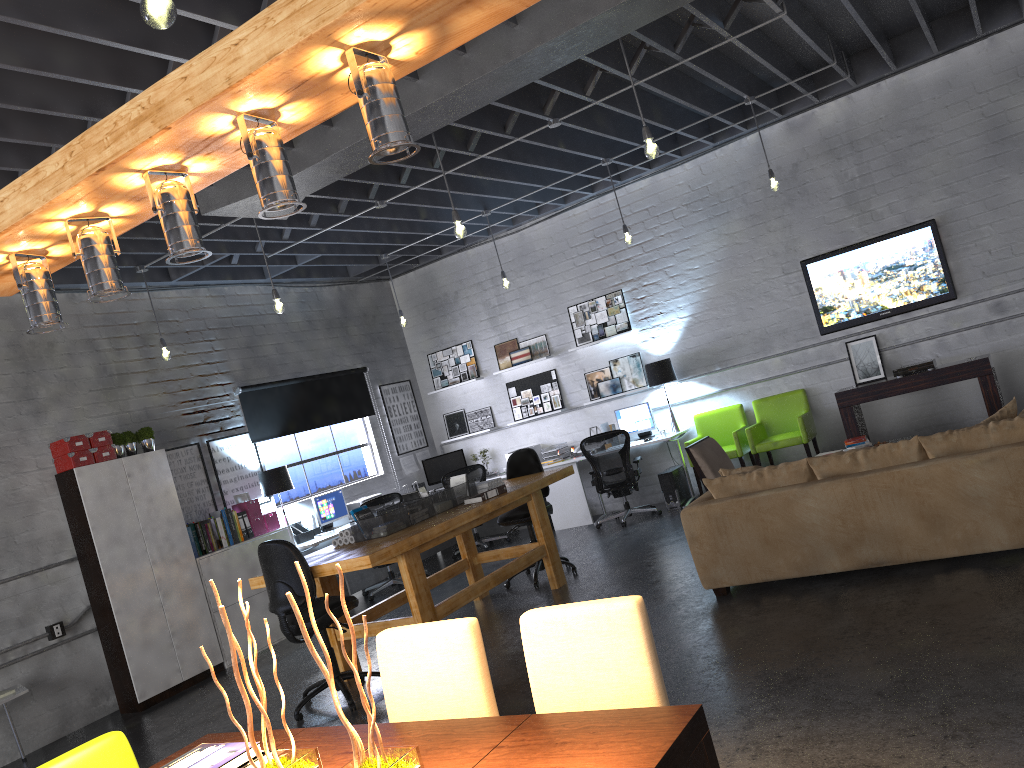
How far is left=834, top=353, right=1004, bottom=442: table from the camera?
8.2 meters

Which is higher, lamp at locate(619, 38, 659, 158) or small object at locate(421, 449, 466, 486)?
lamp at locate(619, 38, 659, 158)

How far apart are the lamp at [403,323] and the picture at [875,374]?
4.9m

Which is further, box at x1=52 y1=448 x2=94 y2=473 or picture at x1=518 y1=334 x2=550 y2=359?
picture at x1=518 y1=334 x2=550 y2=359

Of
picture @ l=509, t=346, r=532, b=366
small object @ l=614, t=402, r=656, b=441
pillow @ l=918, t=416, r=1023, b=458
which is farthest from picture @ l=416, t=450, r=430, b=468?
pillow @ l=918, t=416, r=1023, b=458

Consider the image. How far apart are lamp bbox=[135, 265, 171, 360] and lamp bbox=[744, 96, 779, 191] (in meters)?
5.65

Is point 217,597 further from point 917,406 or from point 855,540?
point 917,406

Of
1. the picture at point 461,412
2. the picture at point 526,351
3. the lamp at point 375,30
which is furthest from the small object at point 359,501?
the lamp at point 375,30

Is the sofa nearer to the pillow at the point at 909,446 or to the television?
the pillow at the point at 909,446

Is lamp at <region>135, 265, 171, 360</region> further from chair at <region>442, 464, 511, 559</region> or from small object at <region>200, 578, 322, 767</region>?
small object at <region>200, 578, 322, 767</region>
